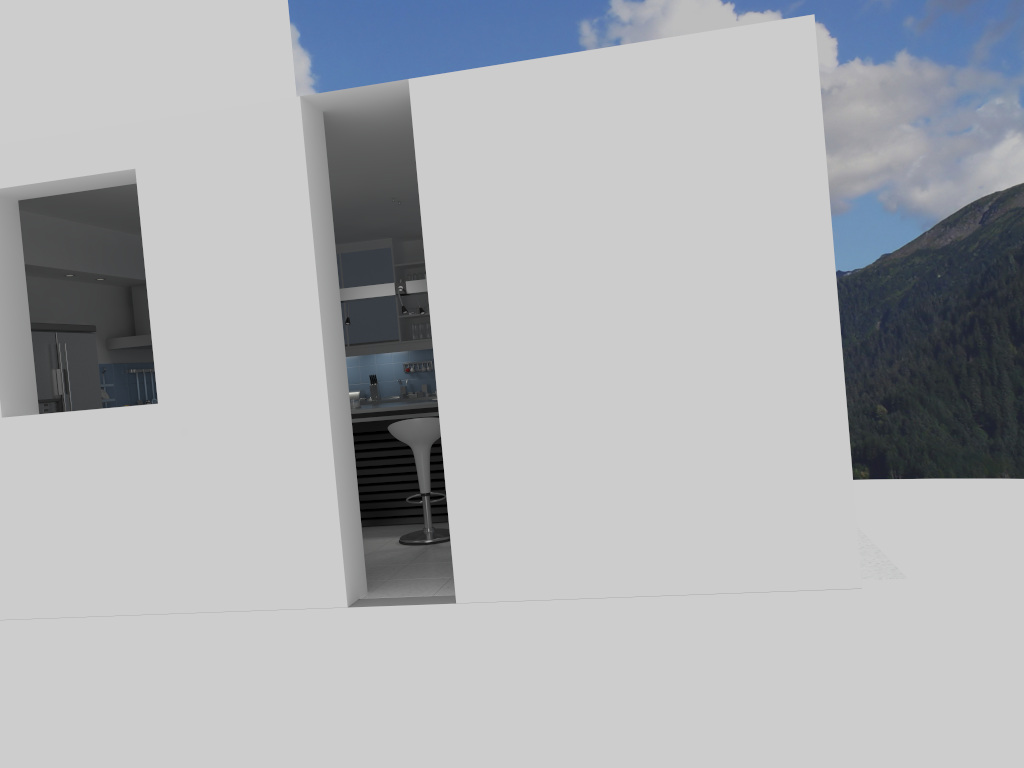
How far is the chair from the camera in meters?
6.3

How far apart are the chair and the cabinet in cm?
335

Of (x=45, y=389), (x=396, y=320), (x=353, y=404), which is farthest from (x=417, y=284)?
(x=45, y=389)

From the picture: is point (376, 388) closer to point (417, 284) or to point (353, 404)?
point (353, 404)

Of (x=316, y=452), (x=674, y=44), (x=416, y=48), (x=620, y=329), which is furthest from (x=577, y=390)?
(x=416, y=48)

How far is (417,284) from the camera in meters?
7.5 m

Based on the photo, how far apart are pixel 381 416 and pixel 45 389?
2.5 meters

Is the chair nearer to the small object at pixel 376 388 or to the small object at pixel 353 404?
the small object at pixel 353 404

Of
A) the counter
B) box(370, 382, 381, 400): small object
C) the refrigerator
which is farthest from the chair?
box(370, 382, 381, 400): small object

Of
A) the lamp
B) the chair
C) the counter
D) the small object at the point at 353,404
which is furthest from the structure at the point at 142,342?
the chair
